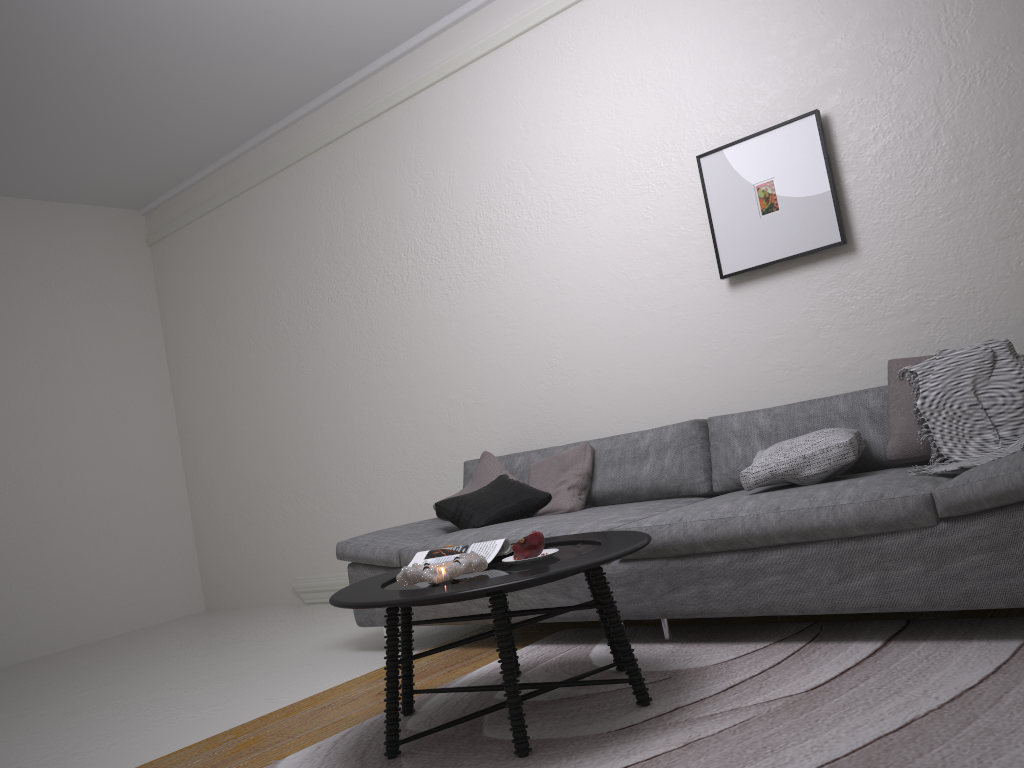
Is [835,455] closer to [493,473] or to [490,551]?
[490,551]

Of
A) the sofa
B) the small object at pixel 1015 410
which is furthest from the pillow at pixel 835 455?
the small object at pixel 1015 410

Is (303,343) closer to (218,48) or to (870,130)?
(218,48)

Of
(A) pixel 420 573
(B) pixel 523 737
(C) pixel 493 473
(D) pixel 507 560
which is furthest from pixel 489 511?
(B) pixel 523 737

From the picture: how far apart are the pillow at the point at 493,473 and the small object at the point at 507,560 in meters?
1.7 m

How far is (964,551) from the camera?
2.4m

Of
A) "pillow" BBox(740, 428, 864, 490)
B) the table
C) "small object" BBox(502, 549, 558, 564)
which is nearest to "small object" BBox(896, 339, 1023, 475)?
"pillow" BBox(740, 428, 864, 490)

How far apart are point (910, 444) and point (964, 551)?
0.7 meters

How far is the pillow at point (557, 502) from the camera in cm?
389

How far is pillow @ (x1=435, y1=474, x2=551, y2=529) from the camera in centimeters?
385cm
